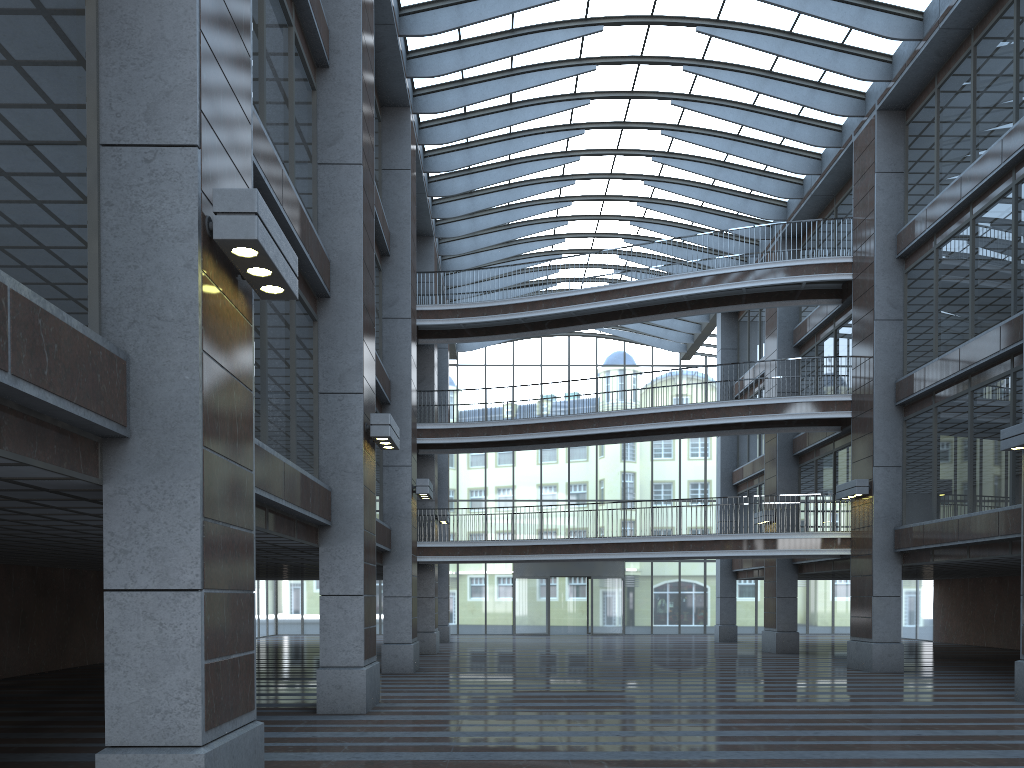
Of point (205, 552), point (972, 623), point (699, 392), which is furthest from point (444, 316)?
point (972, 623)
